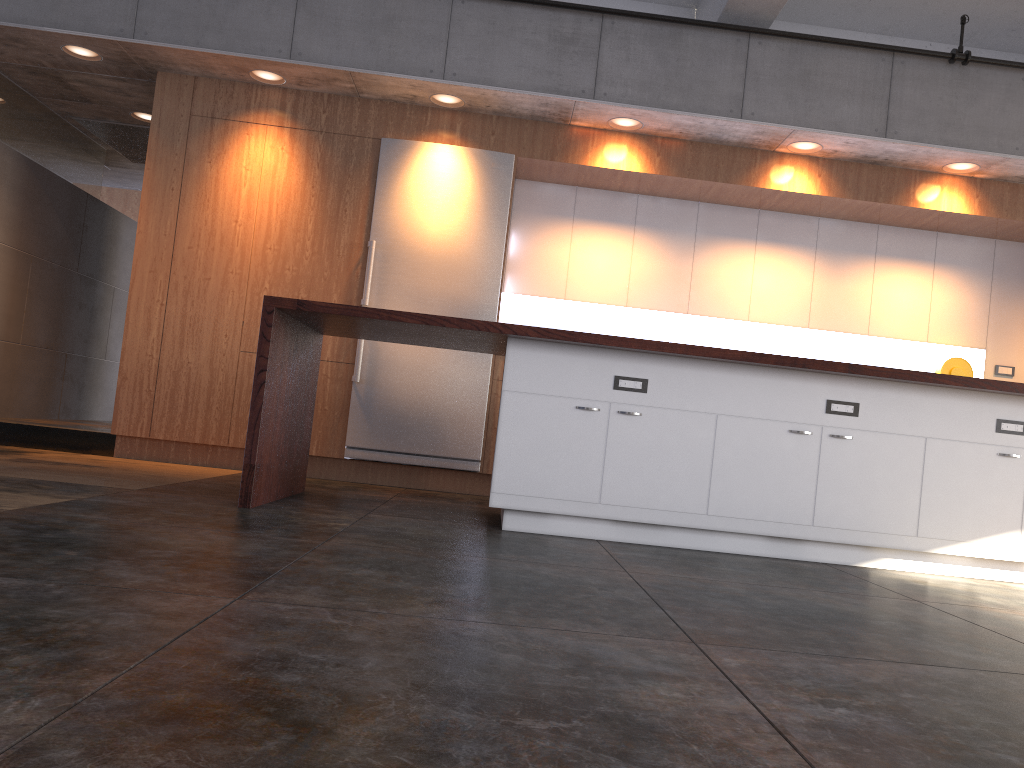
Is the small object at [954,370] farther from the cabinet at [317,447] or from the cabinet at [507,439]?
the cabinet at [507,439]

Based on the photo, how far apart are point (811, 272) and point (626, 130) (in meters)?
1.89

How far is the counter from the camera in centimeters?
405cm

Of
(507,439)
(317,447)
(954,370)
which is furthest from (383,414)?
(954,370)

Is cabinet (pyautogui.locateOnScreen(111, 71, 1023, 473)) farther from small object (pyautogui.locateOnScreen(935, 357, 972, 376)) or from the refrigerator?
small object (pyautogui.locateOnScreen(935, 357, 972, 376))

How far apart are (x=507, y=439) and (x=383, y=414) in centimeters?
222cm

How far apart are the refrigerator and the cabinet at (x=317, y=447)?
0.1 meters

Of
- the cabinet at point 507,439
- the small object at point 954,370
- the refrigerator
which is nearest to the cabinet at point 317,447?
the refrigerator

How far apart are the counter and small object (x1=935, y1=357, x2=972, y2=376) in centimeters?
272cm

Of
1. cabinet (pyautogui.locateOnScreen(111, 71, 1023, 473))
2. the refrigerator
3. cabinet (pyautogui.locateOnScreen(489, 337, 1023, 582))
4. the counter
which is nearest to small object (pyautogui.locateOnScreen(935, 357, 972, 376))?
cabinet (pyautogui.locateOnScreen(111, 71, 1023, 473))
